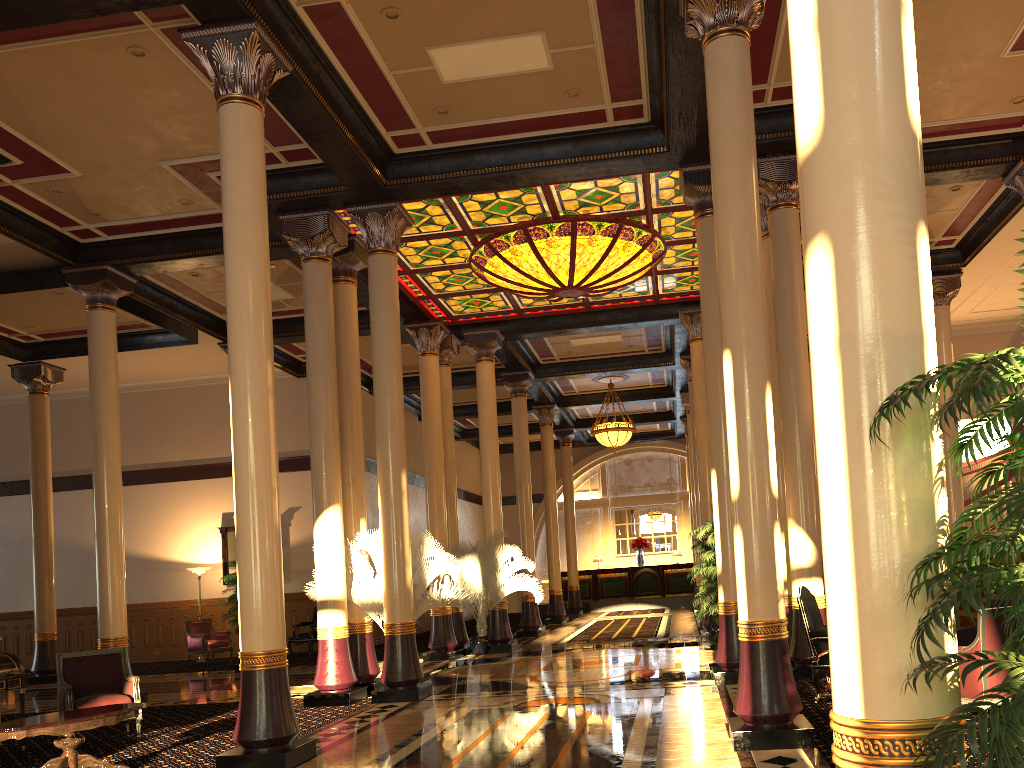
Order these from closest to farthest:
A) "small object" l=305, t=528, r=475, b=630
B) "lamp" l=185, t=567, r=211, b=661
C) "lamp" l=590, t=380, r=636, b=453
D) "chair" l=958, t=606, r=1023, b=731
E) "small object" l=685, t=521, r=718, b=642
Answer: "chair" l=958, t=606, r=1023, b=731 < "small object" l=305, t=528, r=475, b=630 < "small object" l=685, t=521, r=718, b=642 < "lamp" l=185, t=567, r=211, b=661 < "lamp" l=590, t=380, r=636, b=453

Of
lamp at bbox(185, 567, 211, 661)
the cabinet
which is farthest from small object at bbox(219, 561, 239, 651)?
the cabinet

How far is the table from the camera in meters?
6.3 m

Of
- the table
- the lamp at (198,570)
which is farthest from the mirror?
the table

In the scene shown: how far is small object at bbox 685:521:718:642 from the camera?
14.0m

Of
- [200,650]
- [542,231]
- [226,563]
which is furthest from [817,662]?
[226,563]

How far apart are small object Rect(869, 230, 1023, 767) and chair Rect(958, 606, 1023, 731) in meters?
3.9 m

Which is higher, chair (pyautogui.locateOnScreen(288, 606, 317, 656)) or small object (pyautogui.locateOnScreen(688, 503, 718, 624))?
small object (pyautogui.locateOnScreen(688, 503, 718, 624))

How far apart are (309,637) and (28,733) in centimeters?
1156cm

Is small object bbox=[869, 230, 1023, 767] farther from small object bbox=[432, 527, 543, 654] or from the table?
small object bbox=[432, 527, 543, 654]
